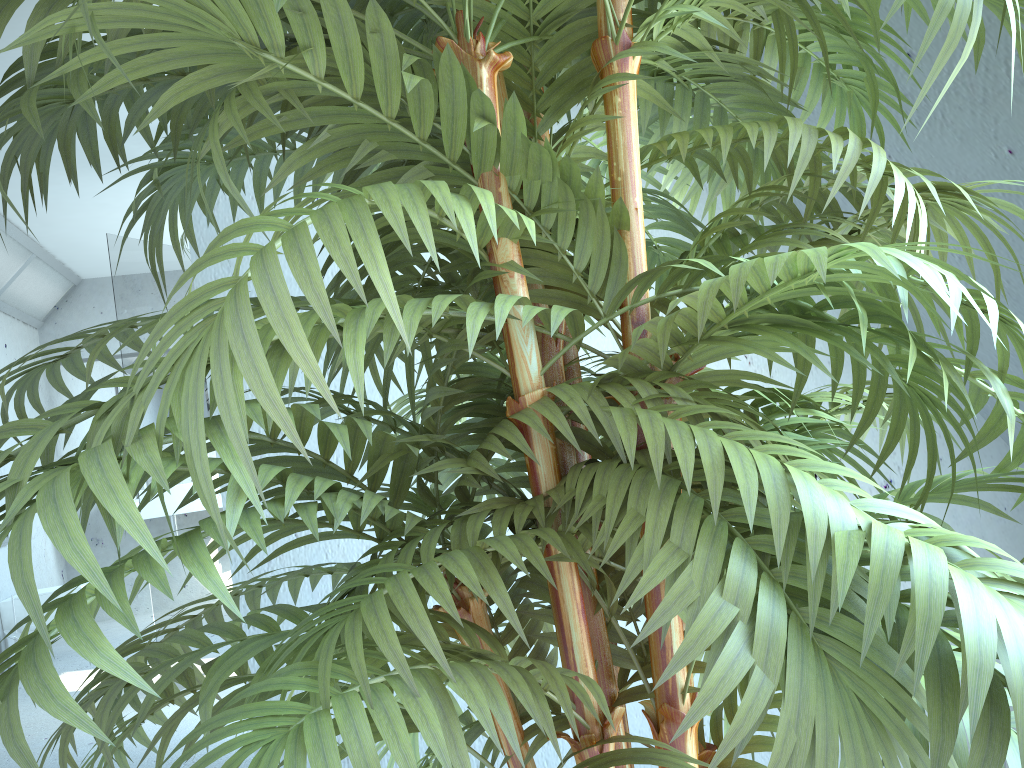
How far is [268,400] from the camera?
0.42m

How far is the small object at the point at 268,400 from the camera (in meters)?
0.42

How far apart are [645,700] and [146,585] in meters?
1.2 m

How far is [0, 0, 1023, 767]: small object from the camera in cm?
42
